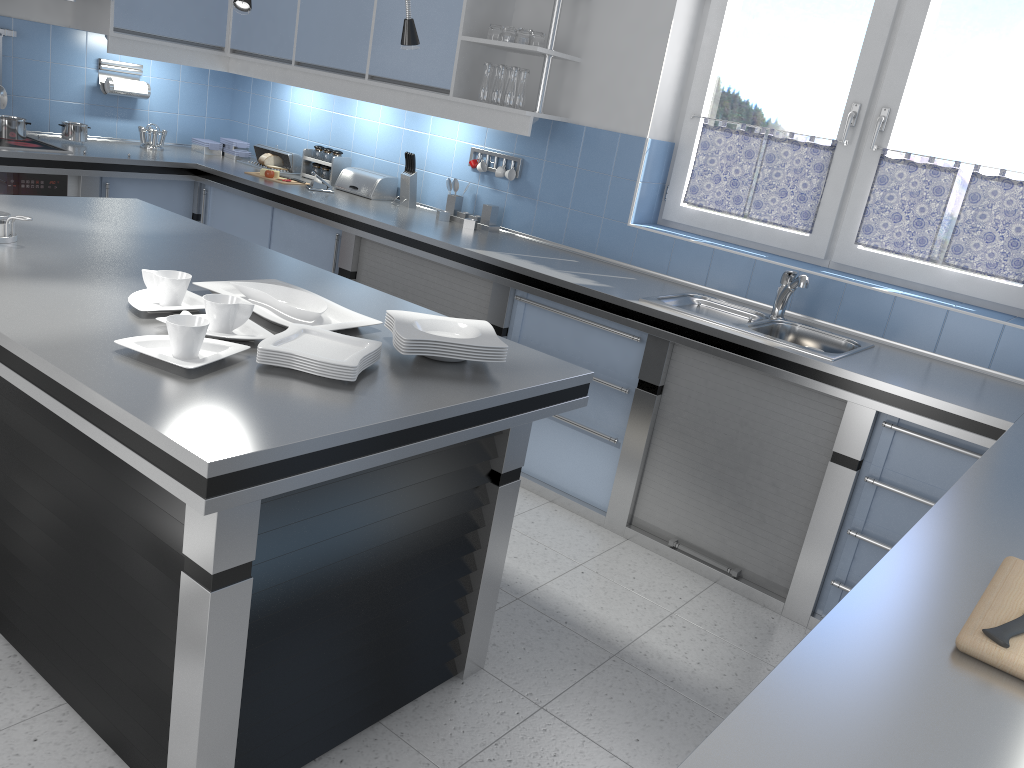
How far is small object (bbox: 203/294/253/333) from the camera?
2.10m

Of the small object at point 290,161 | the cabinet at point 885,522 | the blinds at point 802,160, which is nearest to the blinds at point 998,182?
the blinds at point 802,160

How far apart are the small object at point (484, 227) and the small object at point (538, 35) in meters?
0.9

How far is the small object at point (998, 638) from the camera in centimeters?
131cm

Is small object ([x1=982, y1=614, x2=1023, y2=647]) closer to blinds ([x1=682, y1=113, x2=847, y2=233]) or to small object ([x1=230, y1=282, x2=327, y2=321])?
small object ([x1=230, y1=282, x2=327, y2=321])

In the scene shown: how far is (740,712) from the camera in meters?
1.1 m

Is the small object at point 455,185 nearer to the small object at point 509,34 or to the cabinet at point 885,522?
the cabinet at point 885,522

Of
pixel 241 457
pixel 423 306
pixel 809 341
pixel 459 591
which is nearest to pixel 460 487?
pixel 459 591

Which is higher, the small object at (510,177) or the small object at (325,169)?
the small object at (510,177)

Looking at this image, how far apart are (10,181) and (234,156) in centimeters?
144cm
